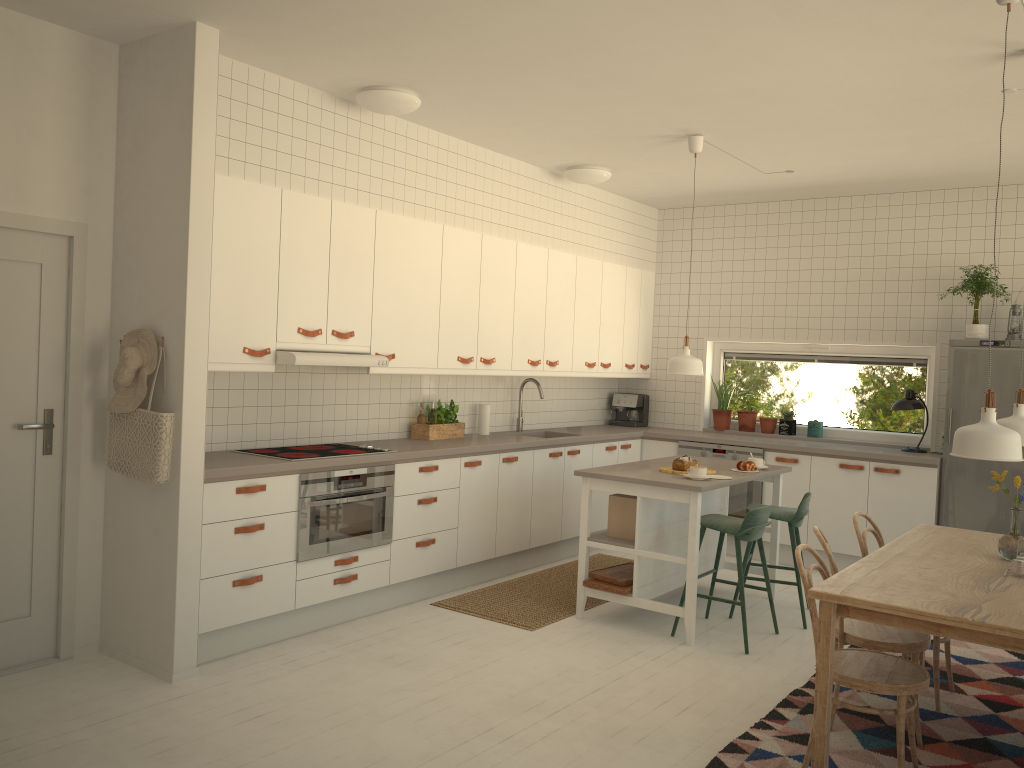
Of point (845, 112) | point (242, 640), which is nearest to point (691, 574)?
point (242, 640)

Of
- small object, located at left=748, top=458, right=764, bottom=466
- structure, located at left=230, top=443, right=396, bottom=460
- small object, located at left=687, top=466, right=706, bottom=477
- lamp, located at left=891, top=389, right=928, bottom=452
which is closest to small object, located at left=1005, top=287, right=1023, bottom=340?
lamp, located at left=891, top=389, right=928, bottom=452

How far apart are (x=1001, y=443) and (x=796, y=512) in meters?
2.3

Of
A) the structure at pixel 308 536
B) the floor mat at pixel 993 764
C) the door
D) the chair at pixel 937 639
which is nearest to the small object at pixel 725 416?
the floor mat at pixel 993 764

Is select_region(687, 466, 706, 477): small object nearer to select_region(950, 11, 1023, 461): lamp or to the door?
select_region(950, 11, 1023, 461): lamp

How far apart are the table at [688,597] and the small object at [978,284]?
1.8m

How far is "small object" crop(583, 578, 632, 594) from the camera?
4.9m

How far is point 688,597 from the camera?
4.7 meters

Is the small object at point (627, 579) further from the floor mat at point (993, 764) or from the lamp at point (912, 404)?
the lamp at point (912, 404)

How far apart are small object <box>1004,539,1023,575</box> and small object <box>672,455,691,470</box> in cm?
201
